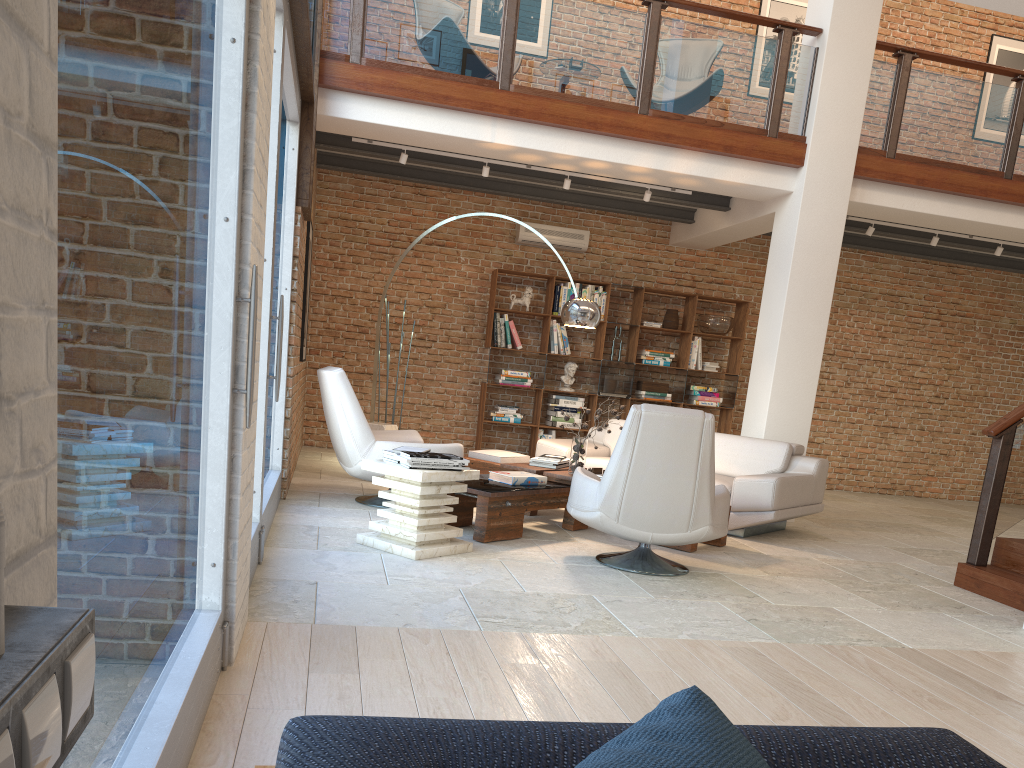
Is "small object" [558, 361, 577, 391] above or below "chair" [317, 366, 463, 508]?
above

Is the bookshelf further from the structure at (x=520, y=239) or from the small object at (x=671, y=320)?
the structure at (x=520, y=239)

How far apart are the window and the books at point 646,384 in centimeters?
530cm

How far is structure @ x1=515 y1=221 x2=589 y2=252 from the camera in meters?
10.3

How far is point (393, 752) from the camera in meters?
1.0

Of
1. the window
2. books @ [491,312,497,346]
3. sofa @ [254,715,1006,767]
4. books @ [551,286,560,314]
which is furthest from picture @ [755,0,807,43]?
sofa @ [254,715,1006,767]

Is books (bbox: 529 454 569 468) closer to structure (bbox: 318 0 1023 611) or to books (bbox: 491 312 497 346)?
structure (bbox: 318 0 1023 611)

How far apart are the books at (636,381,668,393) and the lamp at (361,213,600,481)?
3.6m

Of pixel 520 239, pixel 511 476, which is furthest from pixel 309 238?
pixel 520 239

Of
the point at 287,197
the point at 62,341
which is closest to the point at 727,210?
the point at 287,197
